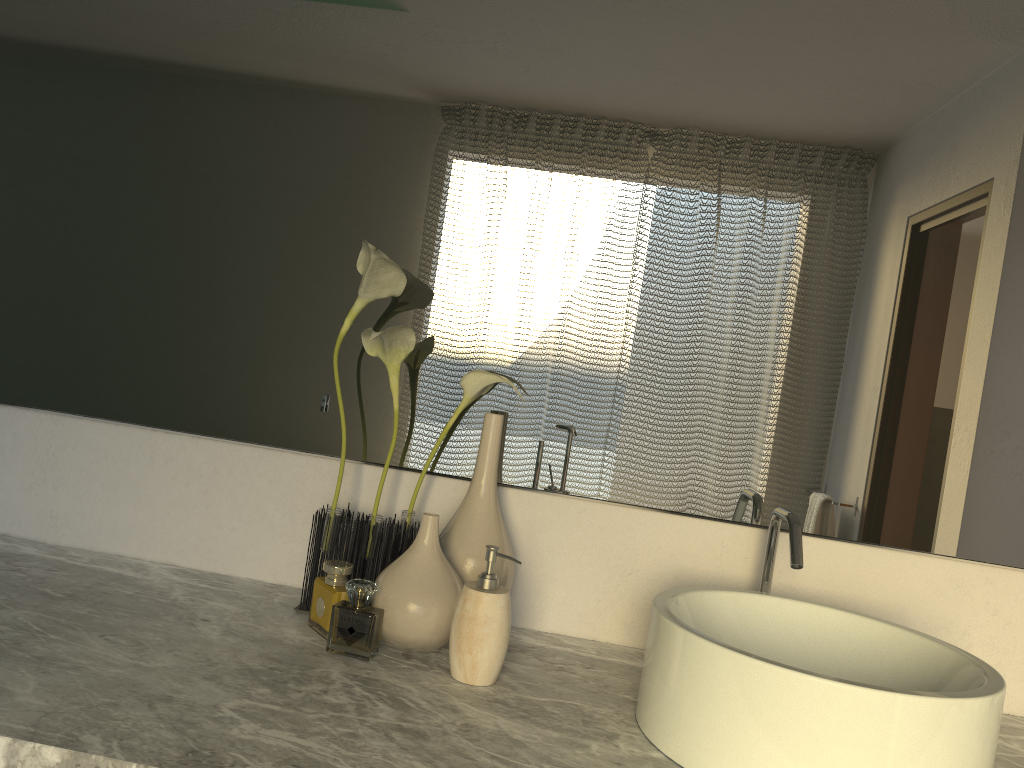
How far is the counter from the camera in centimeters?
77cm

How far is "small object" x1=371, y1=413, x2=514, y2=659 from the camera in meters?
1.1 m

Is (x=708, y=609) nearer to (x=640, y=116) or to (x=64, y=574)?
(x=640, y=116)

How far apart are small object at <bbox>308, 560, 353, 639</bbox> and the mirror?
0.2m

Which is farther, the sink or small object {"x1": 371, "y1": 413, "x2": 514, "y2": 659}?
small object {"x1": 371, "y1": 413, "x2": 514, "y2": 659}

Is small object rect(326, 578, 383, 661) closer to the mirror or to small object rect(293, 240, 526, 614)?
small object rect(293, 240, 526, 614)

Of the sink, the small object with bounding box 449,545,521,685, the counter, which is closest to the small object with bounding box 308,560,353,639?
the counter

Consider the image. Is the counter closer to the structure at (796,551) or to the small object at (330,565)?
the small object at (330,565)

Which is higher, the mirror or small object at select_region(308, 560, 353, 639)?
the mirror

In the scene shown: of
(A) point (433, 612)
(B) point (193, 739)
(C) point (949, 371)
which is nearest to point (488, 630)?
(A) point (433, 612)
